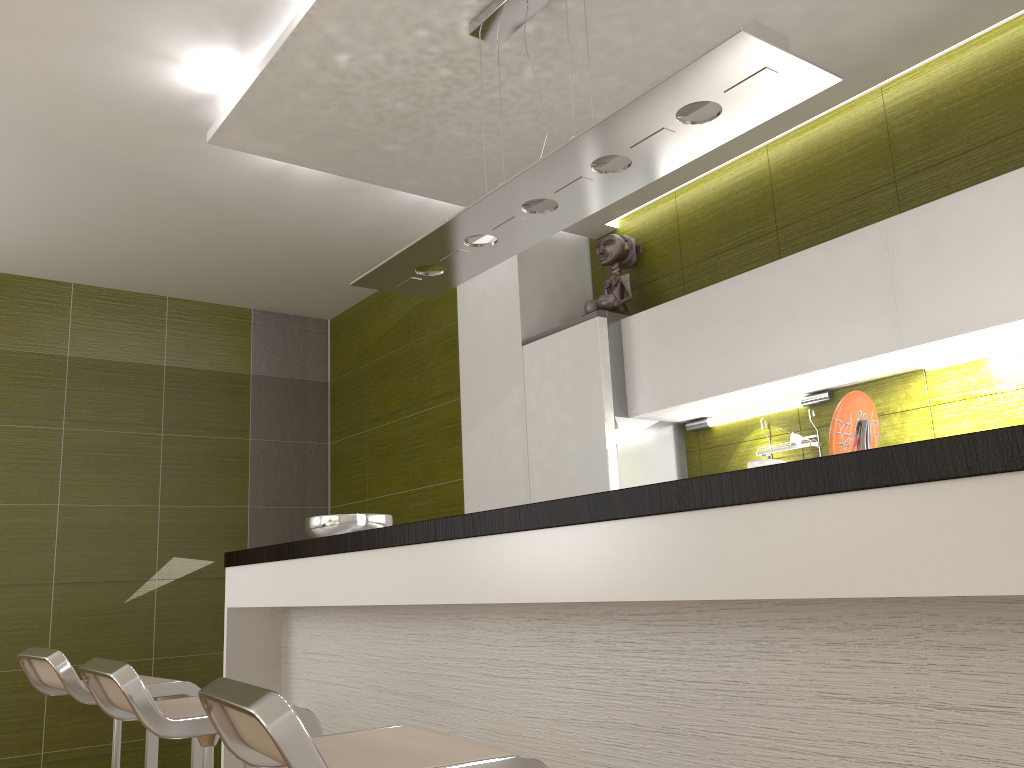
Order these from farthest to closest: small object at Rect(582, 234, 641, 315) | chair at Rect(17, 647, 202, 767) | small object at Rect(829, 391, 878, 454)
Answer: small object at Rect(582, 234, 641, 315) < chair at Rect(17, 647, 202, 767) < small object at Rect(829, 391, 878, 454)

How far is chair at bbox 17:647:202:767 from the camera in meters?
2.4 m

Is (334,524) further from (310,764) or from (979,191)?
(979,191)

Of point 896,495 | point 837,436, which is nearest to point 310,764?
point 896,495

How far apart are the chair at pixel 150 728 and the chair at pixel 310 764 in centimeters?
44cm

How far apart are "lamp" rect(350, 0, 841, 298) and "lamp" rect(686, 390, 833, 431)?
1.3 meters

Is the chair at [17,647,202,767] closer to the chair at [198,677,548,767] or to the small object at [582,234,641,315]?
the chair at [198,677,548,767]

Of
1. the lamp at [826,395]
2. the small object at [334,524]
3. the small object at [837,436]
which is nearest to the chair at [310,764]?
the small object at [837,436]

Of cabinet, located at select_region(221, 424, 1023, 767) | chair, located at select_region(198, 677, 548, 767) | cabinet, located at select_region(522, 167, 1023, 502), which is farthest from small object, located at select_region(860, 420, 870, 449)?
cabinet, located at select_region(522, 167, 1023, 502)

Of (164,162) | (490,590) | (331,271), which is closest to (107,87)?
(164,162)
